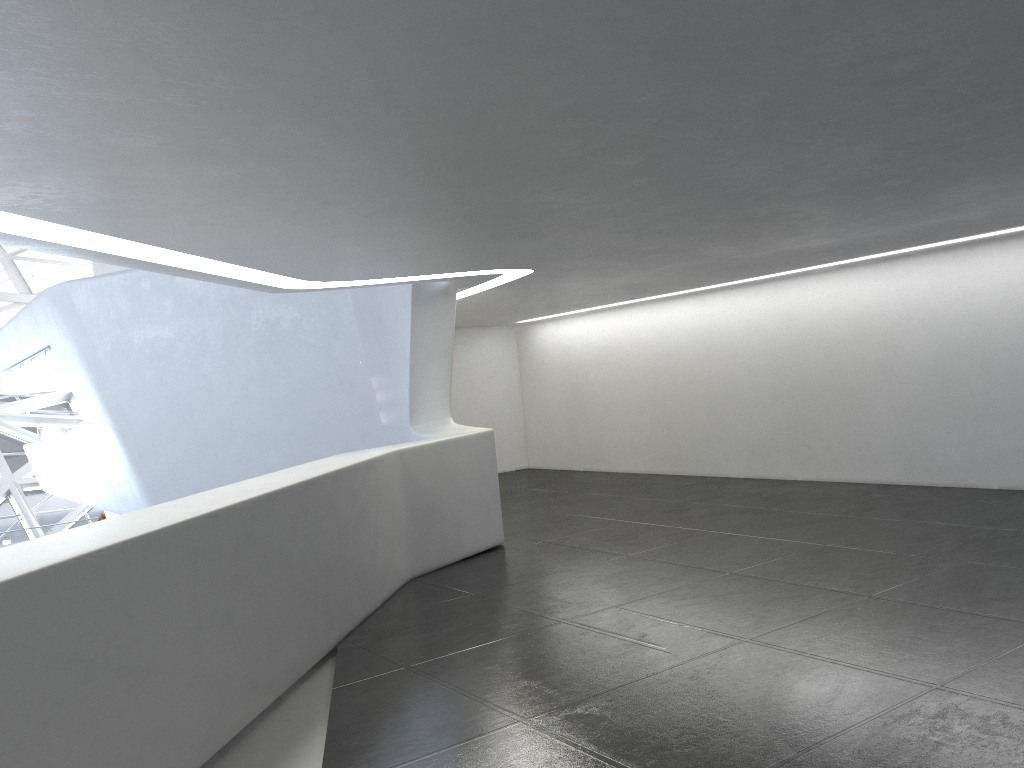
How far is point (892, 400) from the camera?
15.12m
